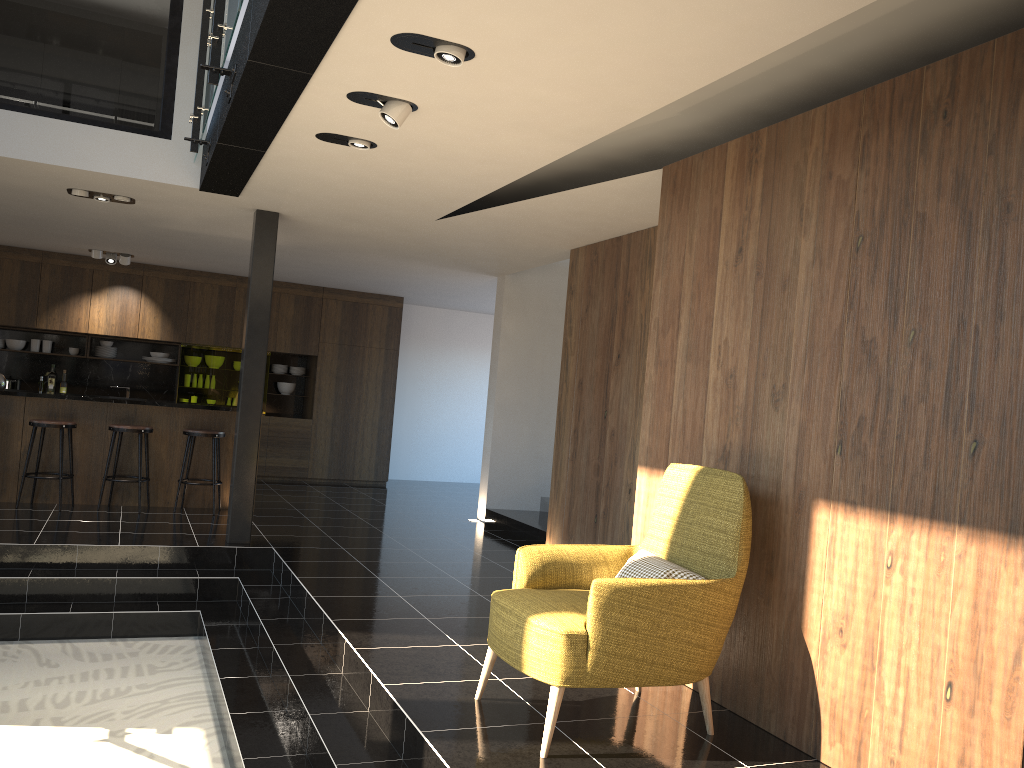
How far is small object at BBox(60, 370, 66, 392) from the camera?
11.56m

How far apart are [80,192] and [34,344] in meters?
5.2

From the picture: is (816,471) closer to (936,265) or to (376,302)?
(936,265)

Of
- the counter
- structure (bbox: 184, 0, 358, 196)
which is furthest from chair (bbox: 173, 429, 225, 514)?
structure (bbox: 184, 0, 358, 196)

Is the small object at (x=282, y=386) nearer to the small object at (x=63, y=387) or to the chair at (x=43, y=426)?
the small object at (x=63, y=387)

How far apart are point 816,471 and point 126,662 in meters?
4.4

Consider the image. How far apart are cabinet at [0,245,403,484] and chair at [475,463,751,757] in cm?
860

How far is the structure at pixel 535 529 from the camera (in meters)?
8.40

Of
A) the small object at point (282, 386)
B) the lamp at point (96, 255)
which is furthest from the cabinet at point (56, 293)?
the lamp at point (96, 255)

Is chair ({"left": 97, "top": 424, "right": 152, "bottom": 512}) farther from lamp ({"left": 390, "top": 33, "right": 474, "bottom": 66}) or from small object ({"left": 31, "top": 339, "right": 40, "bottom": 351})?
lamp ({"left": 390, "top": 33, "right": 474, "bottom": 66})
